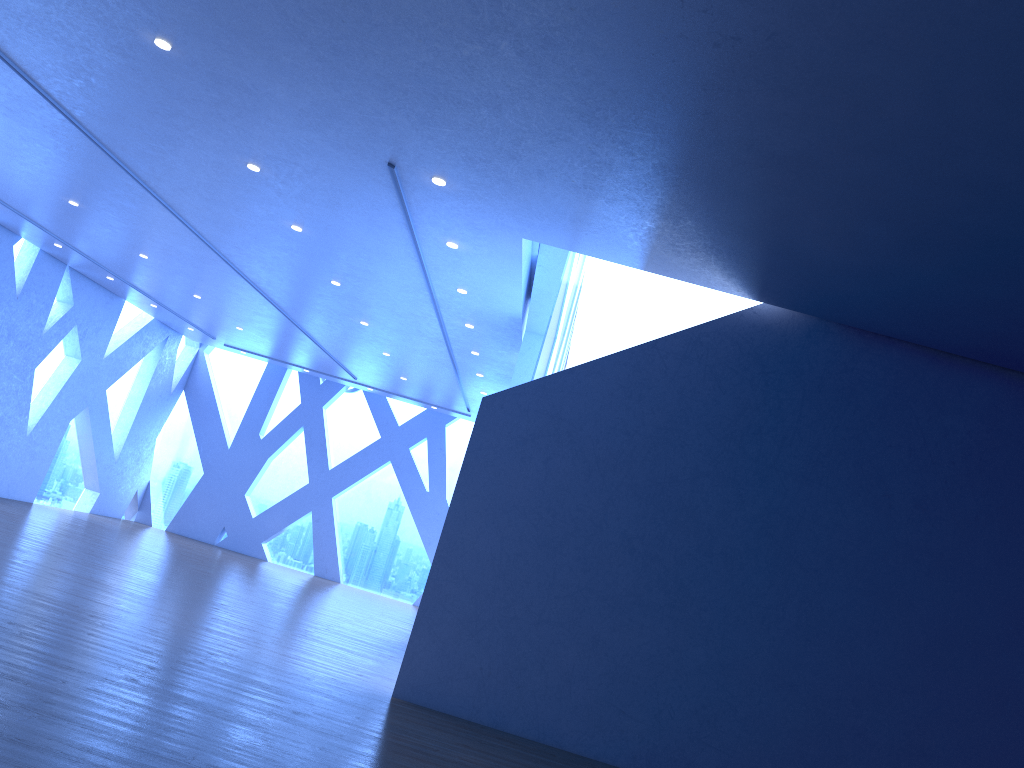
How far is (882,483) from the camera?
7.09m
